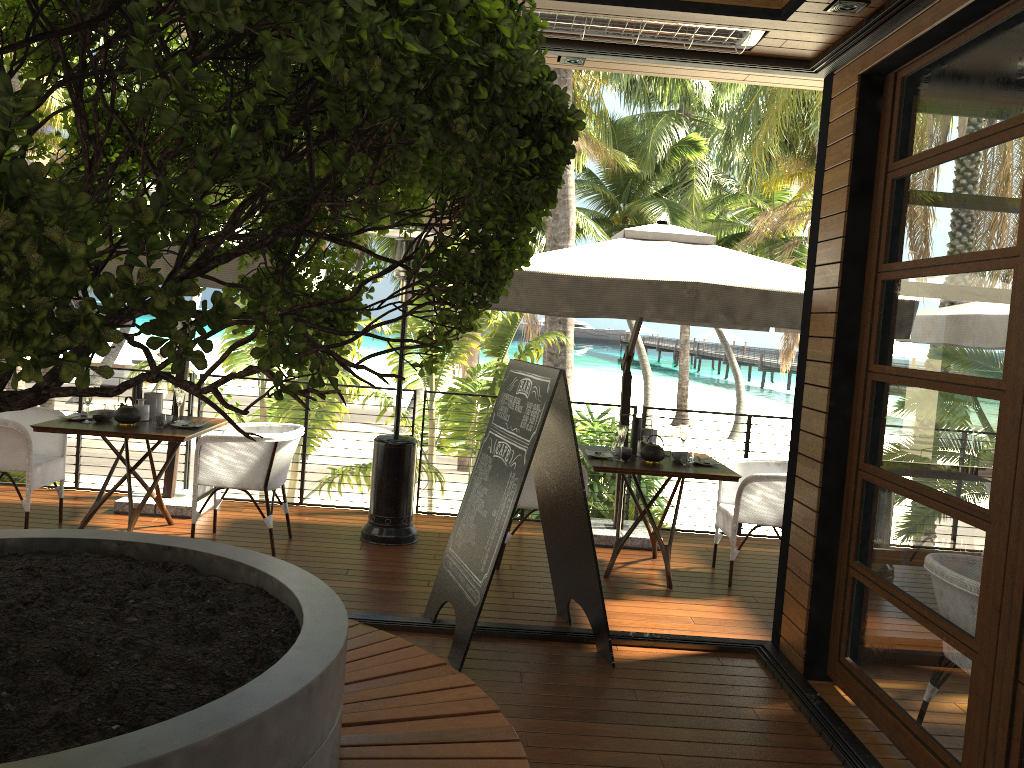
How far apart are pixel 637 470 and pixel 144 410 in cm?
325

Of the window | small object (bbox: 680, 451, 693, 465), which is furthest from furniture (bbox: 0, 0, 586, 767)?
small object (bbox: 680, 451, 693, 465)

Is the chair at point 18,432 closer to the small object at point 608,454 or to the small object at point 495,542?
the small object at point 495,542

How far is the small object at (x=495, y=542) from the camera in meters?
4.1

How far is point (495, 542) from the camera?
4.1 meters

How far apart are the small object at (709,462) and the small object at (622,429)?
0.6 meters

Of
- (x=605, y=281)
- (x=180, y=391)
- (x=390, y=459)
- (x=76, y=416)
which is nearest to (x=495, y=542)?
(x=605, y=281)

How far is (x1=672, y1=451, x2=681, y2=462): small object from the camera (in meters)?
5.80

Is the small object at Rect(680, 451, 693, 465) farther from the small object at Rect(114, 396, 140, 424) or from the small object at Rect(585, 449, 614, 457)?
the small object at Rect(114, 396, 140, 424)

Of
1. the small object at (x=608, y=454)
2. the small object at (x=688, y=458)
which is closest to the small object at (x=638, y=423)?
the small object at (x=608, y=454)
